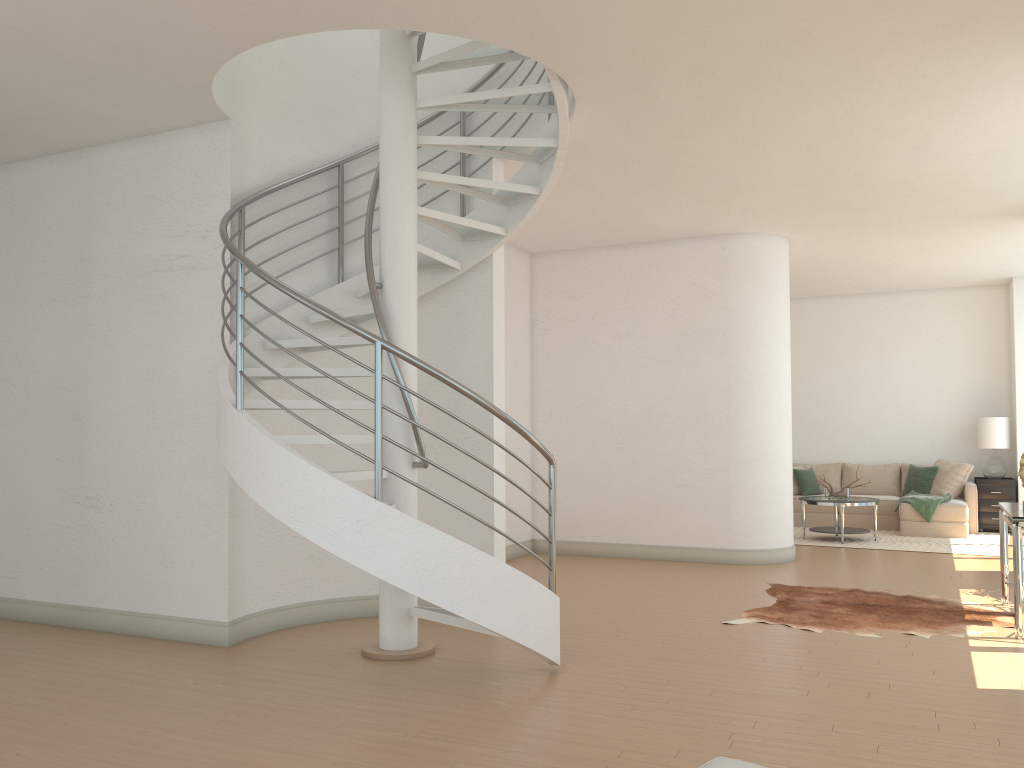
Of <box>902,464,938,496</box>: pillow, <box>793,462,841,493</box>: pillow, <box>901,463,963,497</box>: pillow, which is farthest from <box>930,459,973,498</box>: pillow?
<box>793,462,841,493</box>: pillow

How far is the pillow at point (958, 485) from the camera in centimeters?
1171cm

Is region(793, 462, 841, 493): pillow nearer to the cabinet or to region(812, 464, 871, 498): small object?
the cabinet

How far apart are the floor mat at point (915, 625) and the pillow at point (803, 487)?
5.2 meters

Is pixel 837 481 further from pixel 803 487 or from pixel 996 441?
pixel 996 441

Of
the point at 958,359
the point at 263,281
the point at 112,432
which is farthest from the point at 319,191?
the point at 958,359

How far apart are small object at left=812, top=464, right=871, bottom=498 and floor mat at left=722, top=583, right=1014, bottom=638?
3.71m

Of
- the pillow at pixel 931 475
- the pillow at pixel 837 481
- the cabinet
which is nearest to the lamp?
the cabinet

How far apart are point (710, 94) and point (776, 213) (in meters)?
3.20

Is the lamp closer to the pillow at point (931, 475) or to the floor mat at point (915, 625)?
the pillow at point (931, 475)
